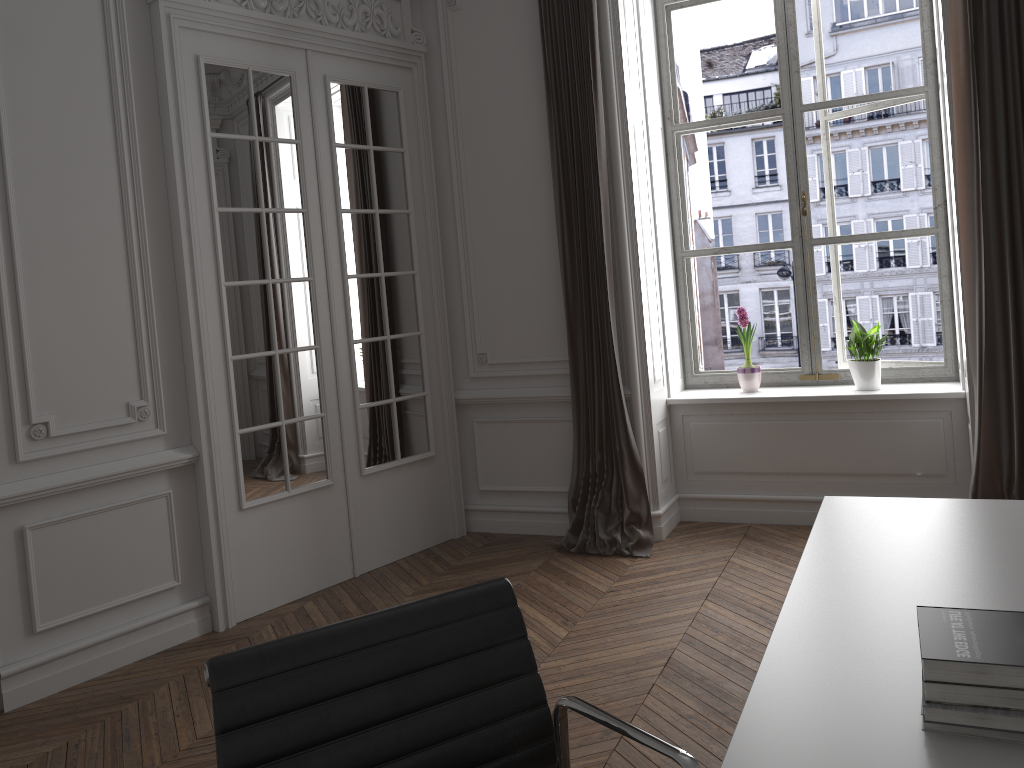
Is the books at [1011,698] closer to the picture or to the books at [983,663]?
the books at [983,663]

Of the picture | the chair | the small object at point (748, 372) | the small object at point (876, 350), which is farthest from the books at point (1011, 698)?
the picture

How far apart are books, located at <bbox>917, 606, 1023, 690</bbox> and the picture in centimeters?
368cm

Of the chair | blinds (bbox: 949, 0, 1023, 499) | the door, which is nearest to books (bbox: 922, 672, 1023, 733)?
the chair

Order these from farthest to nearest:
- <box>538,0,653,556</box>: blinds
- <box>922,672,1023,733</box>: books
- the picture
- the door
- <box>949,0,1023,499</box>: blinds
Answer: the picture < <box>538,0,653,556</box>: blinds < the door < <box>949,0,1023,499</box>: blinds < <box>922,672,1023,733</box>: books

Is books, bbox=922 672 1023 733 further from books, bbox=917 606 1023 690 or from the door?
the door

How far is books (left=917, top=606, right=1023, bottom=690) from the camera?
1.16m

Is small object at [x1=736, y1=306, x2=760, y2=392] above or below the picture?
below

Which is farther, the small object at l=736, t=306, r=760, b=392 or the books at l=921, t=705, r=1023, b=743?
the small object at l=736, t=306, r=760, b=392

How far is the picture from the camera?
→ 4.8 meters
